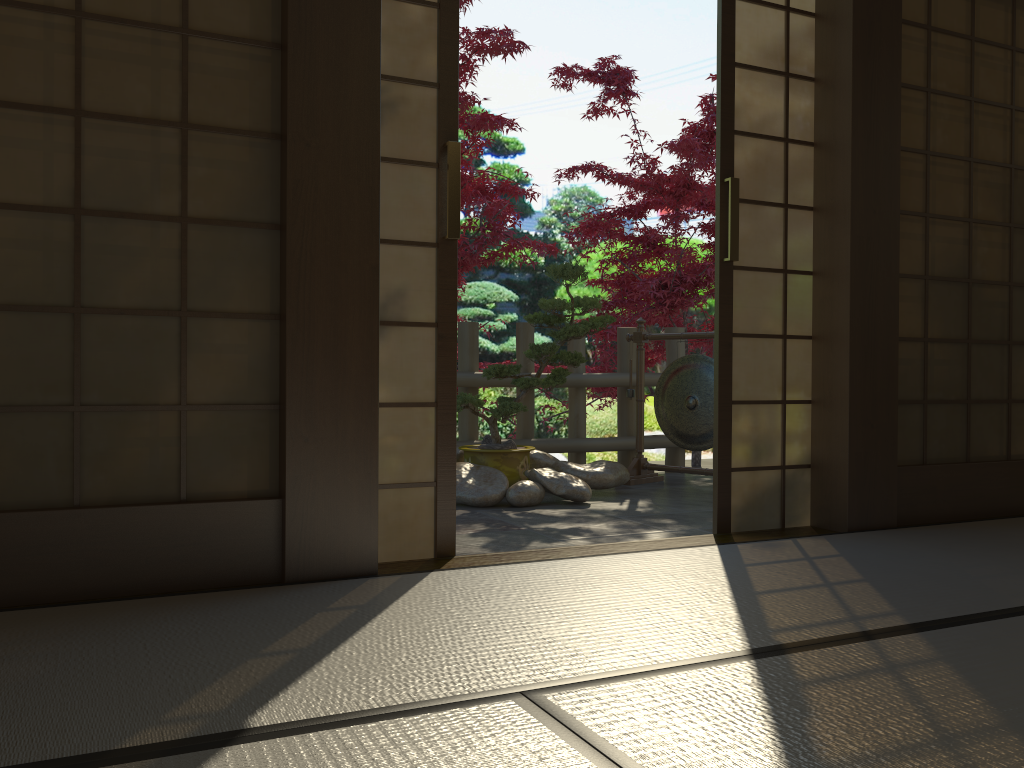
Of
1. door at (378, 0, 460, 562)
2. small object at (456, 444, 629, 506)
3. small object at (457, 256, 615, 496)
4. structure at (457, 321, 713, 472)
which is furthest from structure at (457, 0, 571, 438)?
door at (378, 0, 460, 562)

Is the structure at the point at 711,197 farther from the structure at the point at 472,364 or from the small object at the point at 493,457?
the small object at the point at 493,457

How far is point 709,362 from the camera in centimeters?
532cm

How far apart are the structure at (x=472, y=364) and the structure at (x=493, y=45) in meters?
0.5

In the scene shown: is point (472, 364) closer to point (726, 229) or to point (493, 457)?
point (493, 457)

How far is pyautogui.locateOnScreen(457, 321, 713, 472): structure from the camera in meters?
5.6 m

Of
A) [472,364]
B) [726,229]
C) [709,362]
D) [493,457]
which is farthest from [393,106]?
[709,362]

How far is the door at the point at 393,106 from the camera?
2.72m

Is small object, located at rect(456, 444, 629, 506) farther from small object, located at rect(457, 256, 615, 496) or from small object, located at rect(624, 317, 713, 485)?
small object, located at rect(624, 317, 713, 485)

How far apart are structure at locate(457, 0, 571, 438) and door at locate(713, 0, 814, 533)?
2.0m
